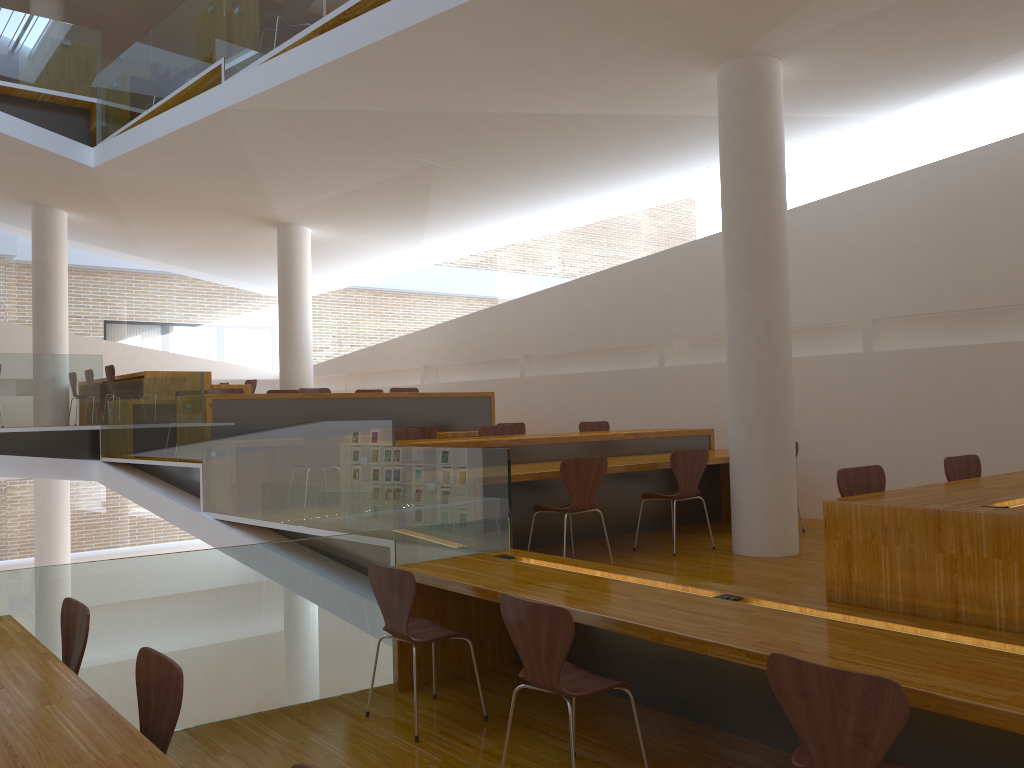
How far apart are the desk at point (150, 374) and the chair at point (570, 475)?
6.3 meters

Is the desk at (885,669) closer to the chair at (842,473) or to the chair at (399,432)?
the chair at (842,473)

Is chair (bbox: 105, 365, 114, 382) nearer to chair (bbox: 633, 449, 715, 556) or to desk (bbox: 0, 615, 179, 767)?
chair (bbox: 633, 449, 715, 556)

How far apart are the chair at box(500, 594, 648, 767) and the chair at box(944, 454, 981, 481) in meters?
2.3 m

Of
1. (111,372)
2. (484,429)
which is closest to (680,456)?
(484,429)

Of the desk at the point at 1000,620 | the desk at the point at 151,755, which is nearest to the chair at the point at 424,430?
the desk at the point at 151,755

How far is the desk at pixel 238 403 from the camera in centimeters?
796cm

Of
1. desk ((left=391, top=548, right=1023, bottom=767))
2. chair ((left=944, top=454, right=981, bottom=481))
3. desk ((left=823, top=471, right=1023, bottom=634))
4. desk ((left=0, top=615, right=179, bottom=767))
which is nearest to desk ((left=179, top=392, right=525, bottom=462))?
desk ((left=391, top=548, right=1023, bottom=767))

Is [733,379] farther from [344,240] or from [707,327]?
[344,240]

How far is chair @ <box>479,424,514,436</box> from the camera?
7.5m
